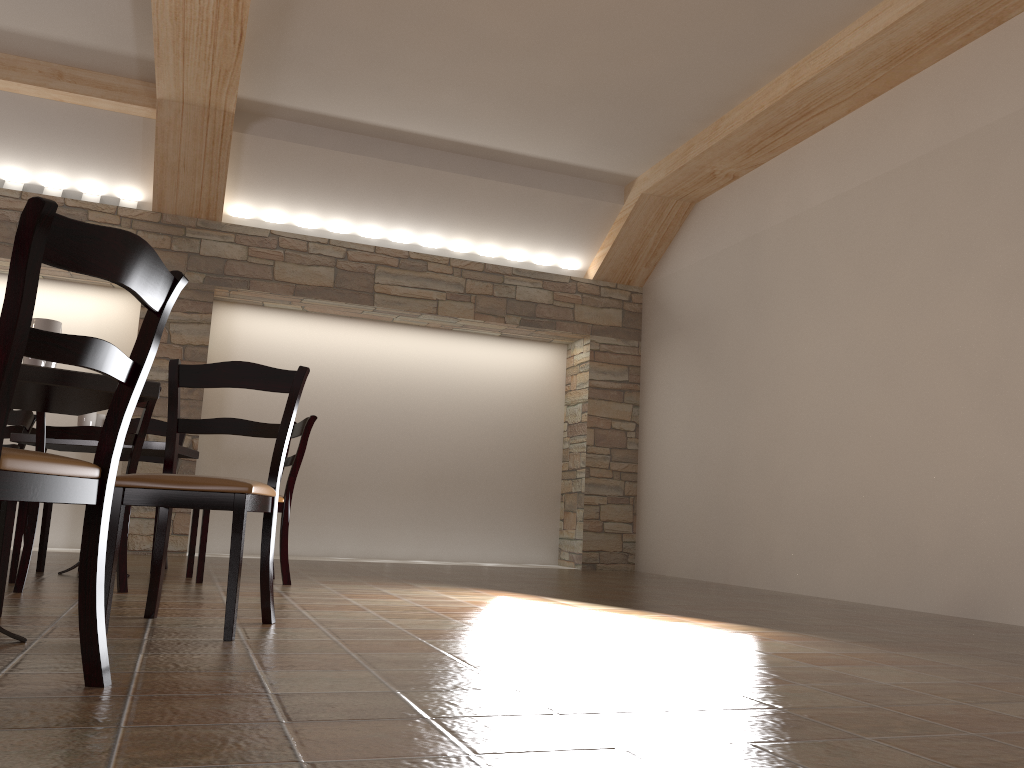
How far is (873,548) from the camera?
5.08m

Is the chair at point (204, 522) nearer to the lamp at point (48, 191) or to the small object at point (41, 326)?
the small object at point (41, 326)

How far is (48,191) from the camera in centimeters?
653cm

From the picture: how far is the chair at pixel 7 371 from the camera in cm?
145

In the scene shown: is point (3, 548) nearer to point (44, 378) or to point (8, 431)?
point (44, 378)

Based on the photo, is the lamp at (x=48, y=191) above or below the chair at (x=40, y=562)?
above

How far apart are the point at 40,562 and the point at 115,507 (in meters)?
2.34

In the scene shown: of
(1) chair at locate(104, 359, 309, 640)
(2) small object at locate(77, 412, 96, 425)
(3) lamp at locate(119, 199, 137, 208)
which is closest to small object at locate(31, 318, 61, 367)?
(1) chair at locate(104, 359, 309, 640)

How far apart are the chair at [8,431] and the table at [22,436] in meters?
2.1 m

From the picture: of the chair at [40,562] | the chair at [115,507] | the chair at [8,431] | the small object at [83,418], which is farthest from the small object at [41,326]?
the chair at [8,431]
